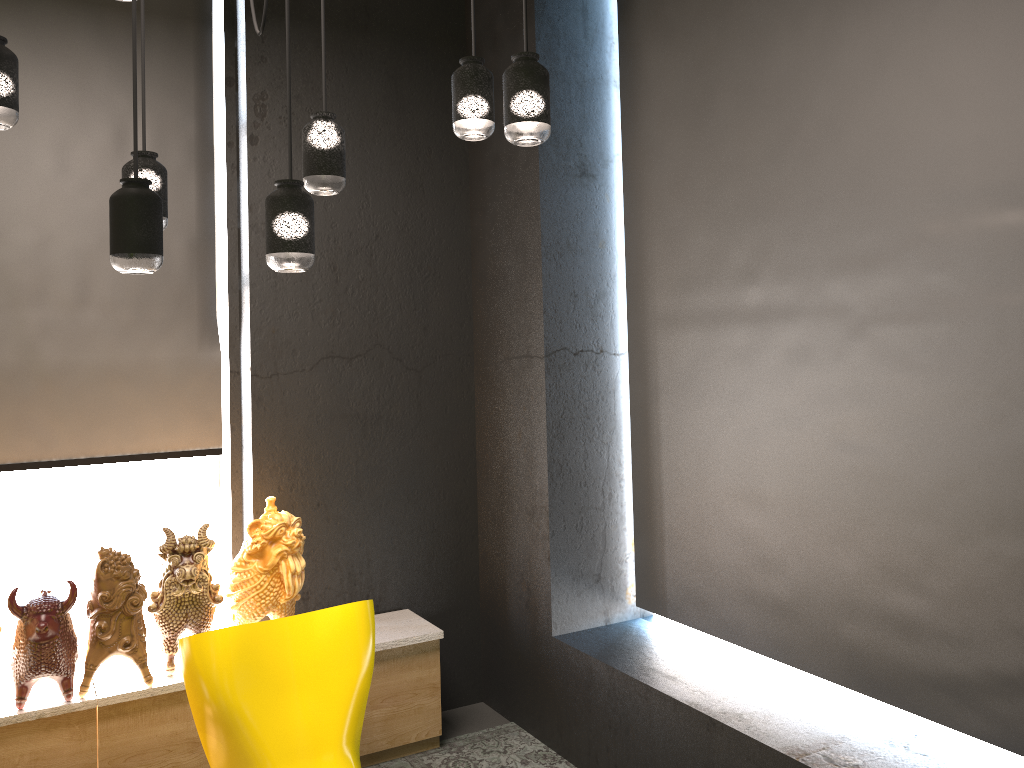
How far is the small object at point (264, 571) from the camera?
3.5 meters

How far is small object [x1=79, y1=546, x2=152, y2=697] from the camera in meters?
3.2 m

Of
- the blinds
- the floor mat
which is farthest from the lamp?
the floor mat

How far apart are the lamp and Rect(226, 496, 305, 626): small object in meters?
1.4

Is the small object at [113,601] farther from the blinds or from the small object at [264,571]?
the blinds

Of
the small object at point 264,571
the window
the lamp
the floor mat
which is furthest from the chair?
the window

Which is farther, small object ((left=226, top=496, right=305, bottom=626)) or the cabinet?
small object ((left=226, top=496, right=305, bottom=626))

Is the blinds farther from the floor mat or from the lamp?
the lamp

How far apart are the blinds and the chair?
1.31m

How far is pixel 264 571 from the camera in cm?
349
